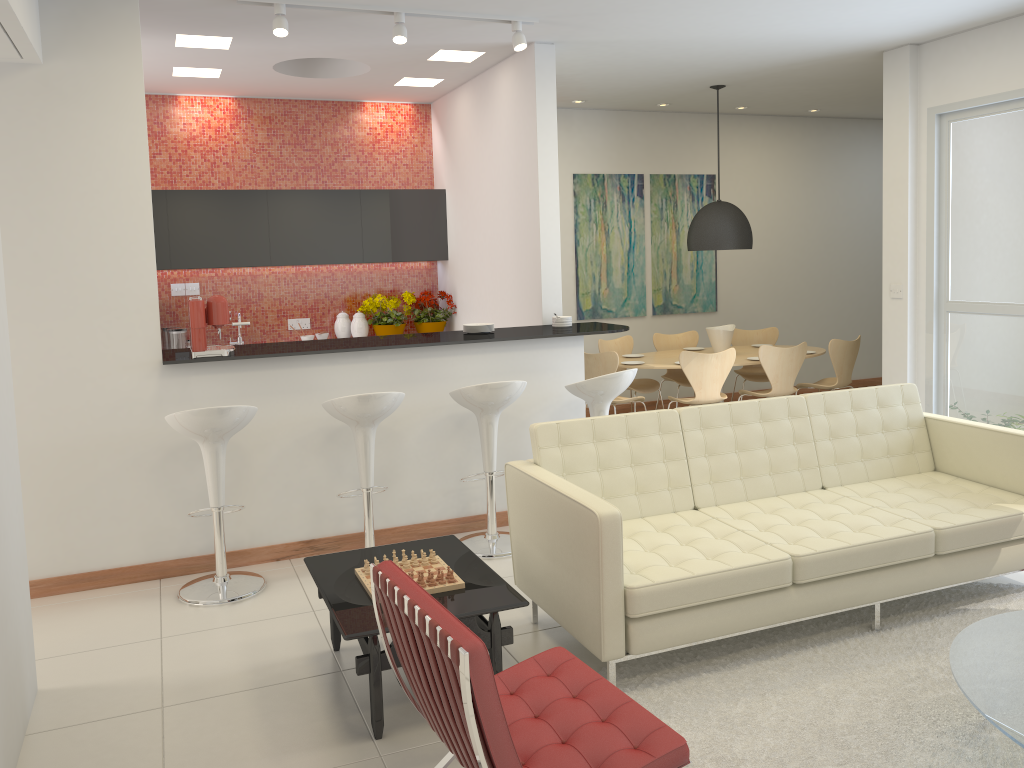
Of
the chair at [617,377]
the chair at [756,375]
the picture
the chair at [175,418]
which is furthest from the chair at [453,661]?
the picture

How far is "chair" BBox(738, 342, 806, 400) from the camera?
7.5 meters

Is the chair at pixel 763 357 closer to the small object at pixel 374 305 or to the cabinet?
the cabinet

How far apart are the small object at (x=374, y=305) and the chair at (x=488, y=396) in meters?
3.0

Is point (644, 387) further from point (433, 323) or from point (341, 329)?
point (341, 329)

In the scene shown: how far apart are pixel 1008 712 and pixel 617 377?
3.0 meters

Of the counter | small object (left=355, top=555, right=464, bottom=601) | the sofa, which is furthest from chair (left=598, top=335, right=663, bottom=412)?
small object (left=355, top=555, right=464, bottom=601)

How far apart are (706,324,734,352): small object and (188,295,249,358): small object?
4.7 meters

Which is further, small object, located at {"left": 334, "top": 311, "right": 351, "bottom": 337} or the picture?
the picture

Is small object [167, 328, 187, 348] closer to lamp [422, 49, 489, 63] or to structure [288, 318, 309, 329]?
structure [288, 318, 309, 329]
